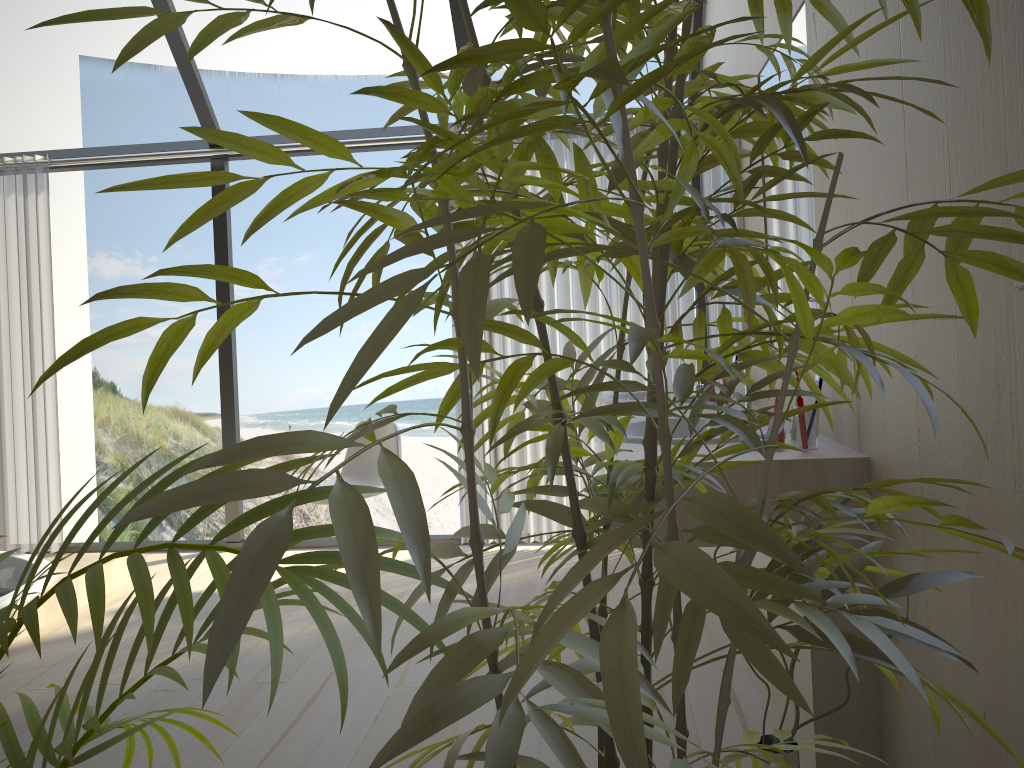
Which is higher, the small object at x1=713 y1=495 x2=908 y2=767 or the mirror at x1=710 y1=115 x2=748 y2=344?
the mirror at x1=710 y1=115 x2=748 y2=344

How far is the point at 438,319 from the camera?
14.8 meters

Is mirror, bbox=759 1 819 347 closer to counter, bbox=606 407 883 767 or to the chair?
counter, bbox=606 407 883 767

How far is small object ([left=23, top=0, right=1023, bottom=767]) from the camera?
0.47m

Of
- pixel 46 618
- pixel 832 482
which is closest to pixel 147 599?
pixel 832 482

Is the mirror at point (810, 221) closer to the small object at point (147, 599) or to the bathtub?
the small object at point (147, 599)

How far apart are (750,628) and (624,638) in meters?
0.1 m

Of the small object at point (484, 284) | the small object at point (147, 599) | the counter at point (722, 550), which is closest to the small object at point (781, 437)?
the small object at point (484, 284)

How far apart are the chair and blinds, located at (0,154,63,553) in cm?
162

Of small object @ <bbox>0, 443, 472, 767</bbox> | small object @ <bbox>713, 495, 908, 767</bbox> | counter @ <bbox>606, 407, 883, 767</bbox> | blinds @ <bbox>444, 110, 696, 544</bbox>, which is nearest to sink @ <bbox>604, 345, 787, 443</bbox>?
counter @ <bbox>606, 407, 883, 767</bbox>
